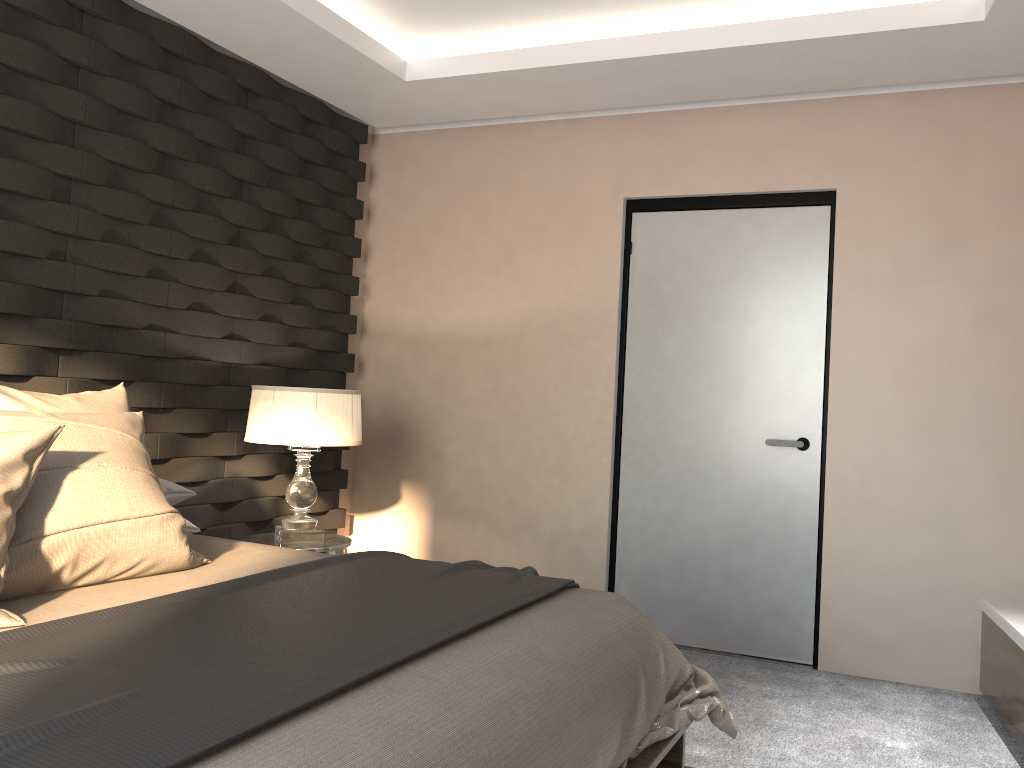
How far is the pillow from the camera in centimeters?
194cm

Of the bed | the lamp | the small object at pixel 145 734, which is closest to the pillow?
the bed

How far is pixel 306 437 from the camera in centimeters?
354cm

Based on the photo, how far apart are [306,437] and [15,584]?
1.6 meters

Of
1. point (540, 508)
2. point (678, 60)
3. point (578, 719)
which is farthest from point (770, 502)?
point (578, 719)

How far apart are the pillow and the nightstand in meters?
1.1 m

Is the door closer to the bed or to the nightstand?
the nightstand

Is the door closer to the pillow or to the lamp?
the lamp

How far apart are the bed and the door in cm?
136

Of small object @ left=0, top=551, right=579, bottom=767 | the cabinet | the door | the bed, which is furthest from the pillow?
the cabinet
